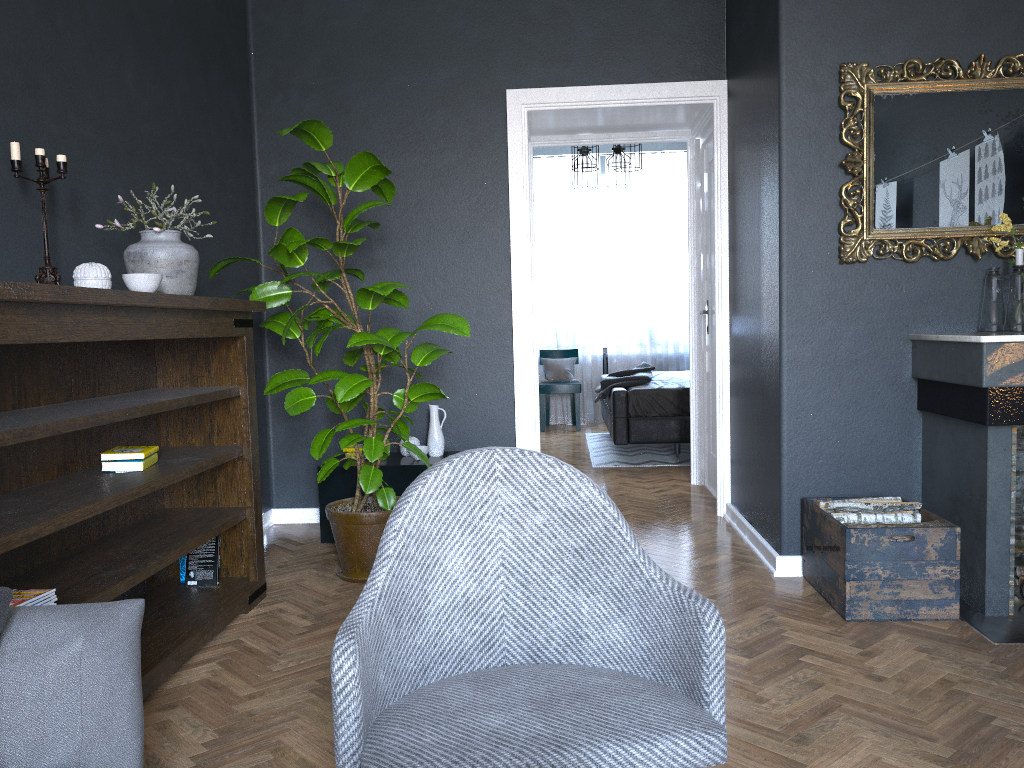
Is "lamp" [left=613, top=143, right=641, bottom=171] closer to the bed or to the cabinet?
the bed

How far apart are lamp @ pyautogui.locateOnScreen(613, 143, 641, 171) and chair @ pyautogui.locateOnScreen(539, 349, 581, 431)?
2.58m

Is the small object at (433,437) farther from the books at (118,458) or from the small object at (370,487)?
the books at (118,458)

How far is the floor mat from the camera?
6.7m

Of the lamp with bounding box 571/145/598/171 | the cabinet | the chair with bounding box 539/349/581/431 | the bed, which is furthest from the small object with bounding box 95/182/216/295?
the chair with bounding box 539/349/581/431

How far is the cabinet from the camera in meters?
4.3 m

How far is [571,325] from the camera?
9.2m

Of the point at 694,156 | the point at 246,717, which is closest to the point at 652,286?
the point at 694,156

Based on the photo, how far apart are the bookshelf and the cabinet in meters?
0.9

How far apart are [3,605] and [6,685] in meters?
0.1
